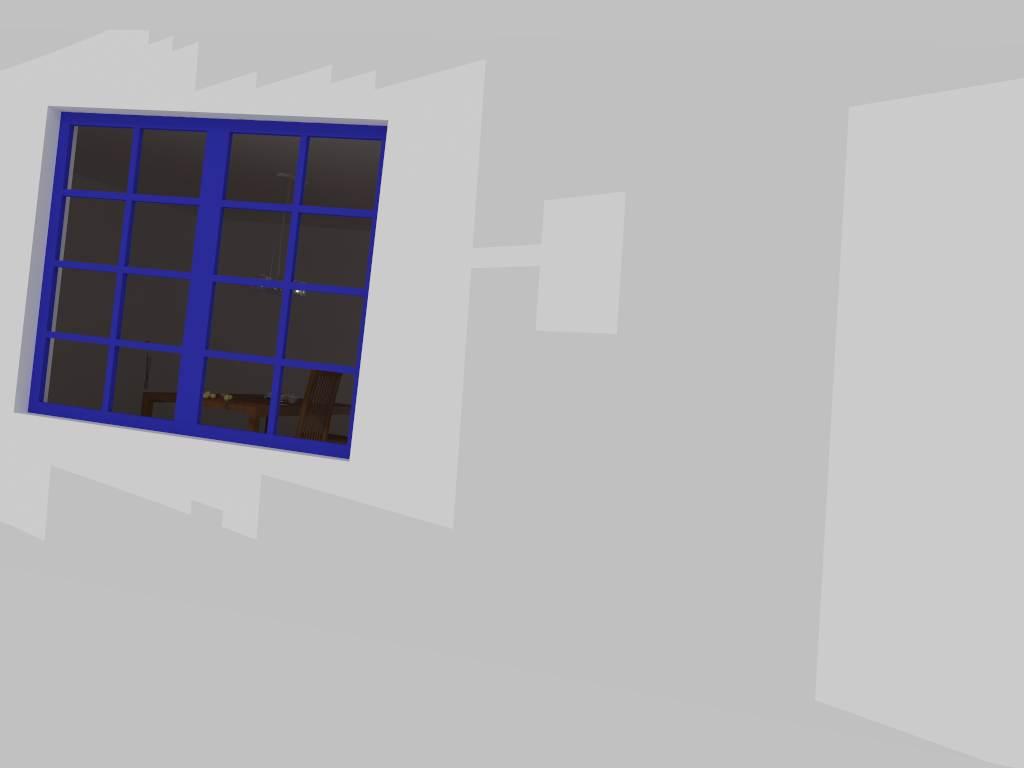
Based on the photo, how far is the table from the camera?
6.1 meters

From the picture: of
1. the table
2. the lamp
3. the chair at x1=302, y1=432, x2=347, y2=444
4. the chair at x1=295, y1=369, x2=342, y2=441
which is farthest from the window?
the chair at x1=302, y1=432, x2=347, y2=444

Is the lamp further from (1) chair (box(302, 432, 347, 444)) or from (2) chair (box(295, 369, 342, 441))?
(1) chair (box(302, 432, 347, 444))

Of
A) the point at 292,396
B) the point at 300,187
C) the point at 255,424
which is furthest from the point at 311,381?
the point at 300,187

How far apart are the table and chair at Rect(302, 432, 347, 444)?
0.3m

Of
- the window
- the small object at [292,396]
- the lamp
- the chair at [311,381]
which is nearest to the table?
the small object at [292,396]

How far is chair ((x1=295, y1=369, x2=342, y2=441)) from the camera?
6.26m

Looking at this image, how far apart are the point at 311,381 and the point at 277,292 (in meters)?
0.97

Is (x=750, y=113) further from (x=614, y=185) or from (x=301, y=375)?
(x=301, y=375)

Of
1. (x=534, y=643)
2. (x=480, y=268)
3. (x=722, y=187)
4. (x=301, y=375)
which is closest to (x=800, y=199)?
(x=722, y=187)
